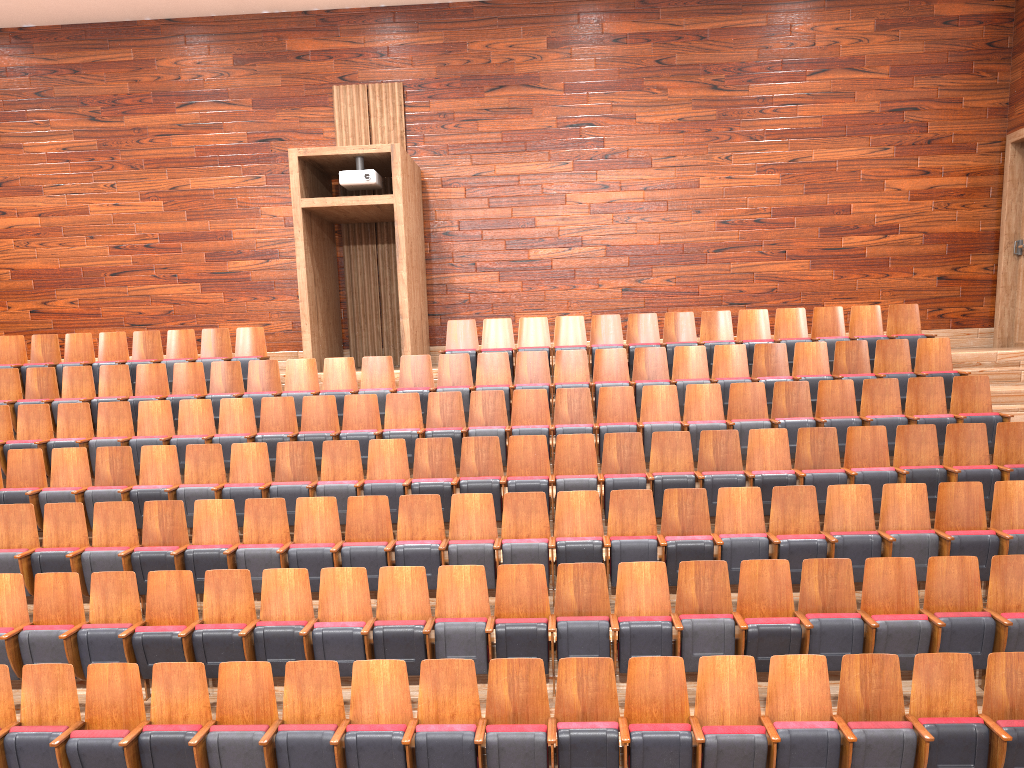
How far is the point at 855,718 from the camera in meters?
0.5

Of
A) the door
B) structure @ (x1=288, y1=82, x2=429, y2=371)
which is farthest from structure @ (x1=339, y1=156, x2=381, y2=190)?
the door

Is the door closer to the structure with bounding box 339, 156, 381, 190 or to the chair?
the chair

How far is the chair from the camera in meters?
0.5

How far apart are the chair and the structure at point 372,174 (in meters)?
0.17

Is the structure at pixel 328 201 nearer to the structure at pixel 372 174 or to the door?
the structure at pixel 372 174

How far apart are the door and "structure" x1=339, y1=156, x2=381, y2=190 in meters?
0.7 m

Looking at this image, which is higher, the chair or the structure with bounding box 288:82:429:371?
the structure with bounding box 288:82:429:371

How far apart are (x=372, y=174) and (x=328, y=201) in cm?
6

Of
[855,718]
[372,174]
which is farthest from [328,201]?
[855,718]
